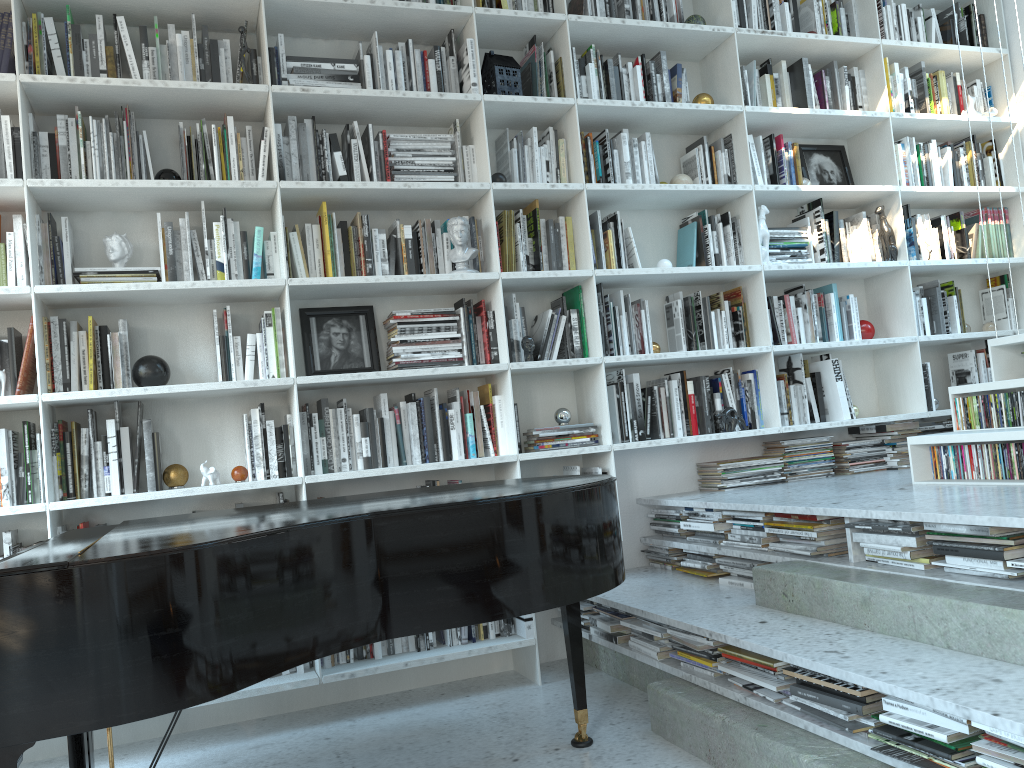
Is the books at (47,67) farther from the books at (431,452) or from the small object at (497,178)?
the books at (431,452)

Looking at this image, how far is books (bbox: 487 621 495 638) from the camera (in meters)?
3.52

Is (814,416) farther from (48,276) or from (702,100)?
(48,276)

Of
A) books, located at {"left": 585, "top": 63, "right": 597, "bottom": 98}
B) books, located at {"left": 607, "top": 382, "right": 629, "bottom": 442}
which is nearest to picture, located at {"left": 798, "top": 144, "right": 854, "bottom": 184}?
books, located at {"left": 585, "top": 63, "right": 597, "bottom": 98}

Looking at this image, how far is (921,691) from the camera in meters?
1.9 m

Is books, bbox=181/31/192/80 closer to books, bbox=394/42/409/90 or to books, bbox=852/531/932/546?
books, bbox=394/42/409/90

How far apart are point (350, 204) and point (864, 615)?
2.4m

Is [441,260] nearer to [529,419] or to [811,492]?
[529,419]

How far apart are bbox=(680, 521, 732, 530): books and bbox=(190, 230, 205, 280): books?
2.1 meters

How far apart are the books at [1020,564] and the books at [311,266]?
2.5m
